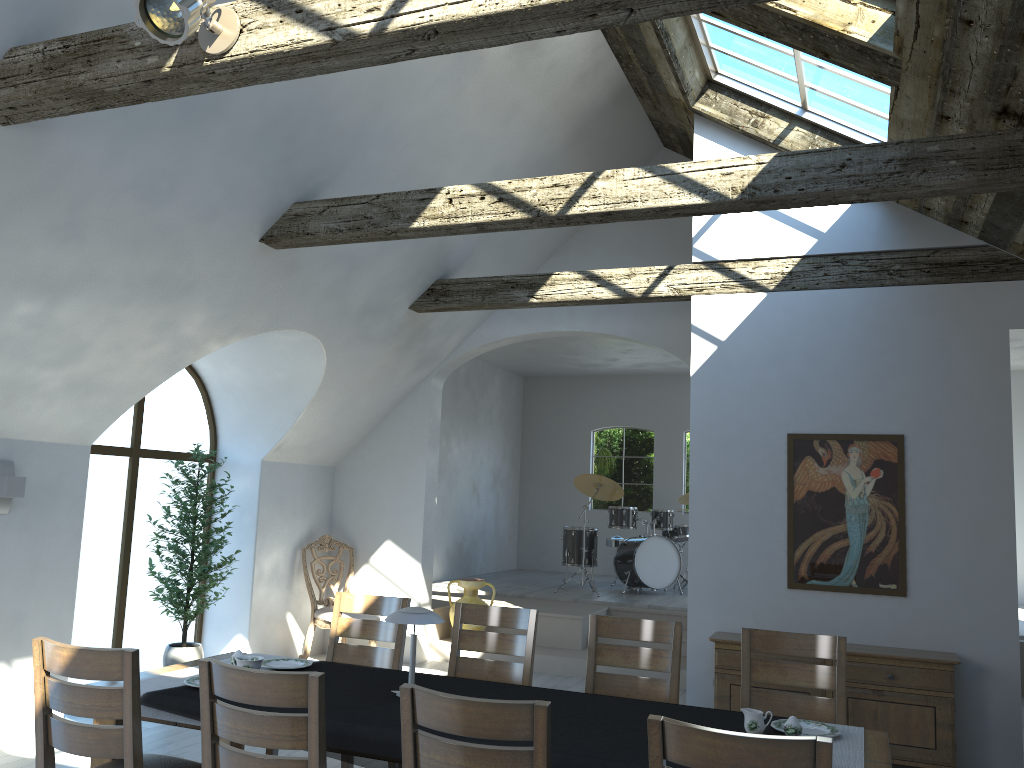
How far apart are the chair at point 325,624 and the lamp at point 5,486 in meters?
3.1

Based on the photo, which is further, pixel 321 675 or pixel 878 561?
pixel 878 561

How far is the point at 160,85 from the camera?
3.4m

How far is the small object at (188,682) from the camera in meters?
3.7

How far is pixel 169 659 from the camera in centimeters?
691cm

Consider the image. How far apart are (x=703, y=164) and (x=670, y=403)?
8.6 meters

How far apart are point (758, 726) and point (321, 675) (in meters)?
1.57

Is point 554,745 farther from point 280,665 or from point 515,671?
point 280,665

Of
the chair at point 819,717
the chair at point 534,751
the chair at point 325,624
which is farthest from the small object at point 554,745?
the chair at point 325,624

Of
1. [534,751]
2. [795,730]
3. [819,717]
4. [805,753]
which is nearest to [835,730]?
[795,730]
